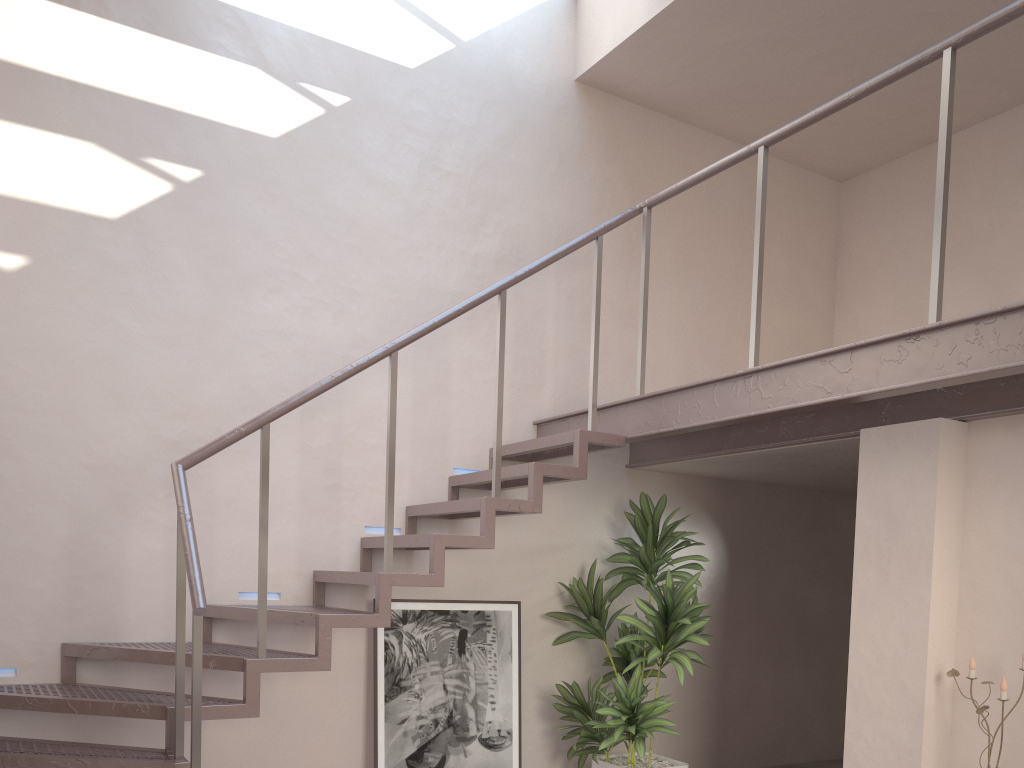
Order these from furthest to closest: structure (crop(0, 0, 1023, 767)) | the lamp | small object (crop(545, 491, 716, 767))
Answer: small object (crop(545, 491, 716, 767)) < the lamp < structure (crop(0, 0, 1023, 767))

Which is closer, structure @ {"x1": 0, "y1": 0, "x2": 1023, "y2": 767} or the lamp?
structure @ {"x1": 0, "y1": 0, "x2": 1023, "y2": 767}

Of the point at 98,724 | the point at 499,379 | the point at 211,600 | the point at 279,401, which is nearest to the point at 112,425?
the point at 279,401

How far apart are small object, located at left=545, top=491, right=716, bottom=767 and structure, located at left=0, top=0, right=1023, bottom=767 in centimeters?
26cm

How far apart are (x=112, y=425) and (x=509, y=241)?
2.5 meters

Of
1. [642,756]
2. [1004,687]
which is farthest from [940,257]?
[642,756]

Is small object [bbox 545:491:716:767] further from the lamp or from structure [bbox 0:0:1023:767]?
the lamp

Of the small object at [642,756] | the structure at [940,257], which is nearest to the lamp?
the structure at [940,257]

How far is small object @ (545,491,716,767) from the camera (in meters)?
4.84

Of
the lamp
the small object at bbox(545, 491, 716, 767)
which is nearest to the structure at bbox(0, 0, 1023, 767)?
the small object at bbox(545, 491, 716, 767)
